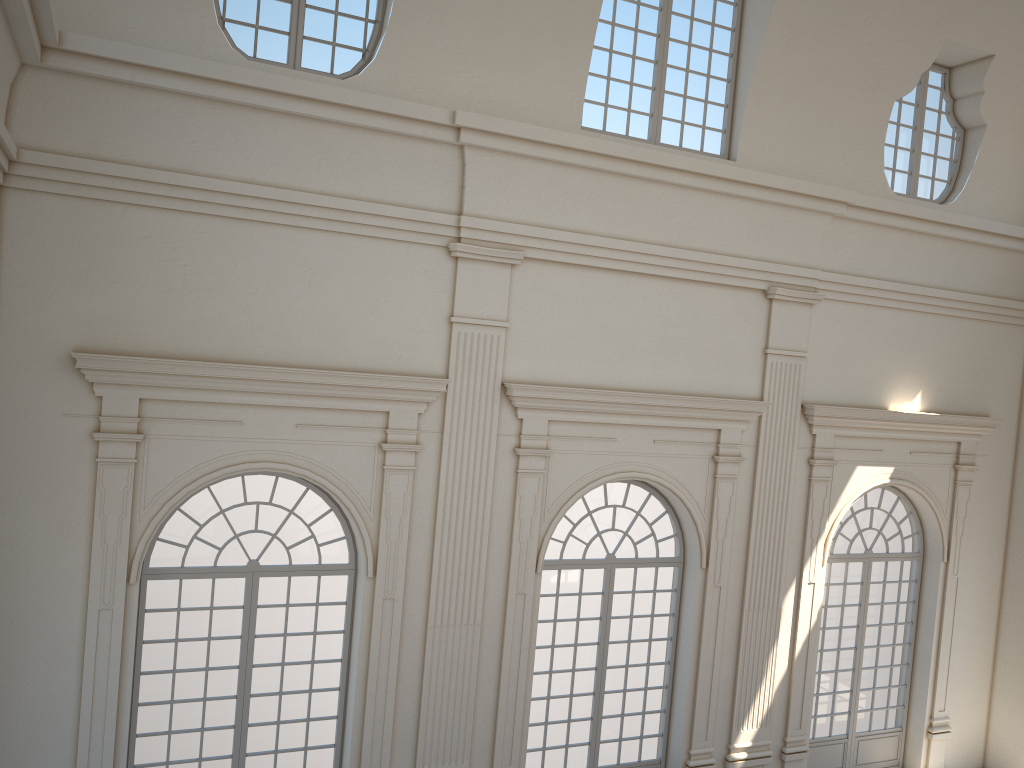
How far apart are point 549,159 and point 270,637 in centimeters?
594cm
